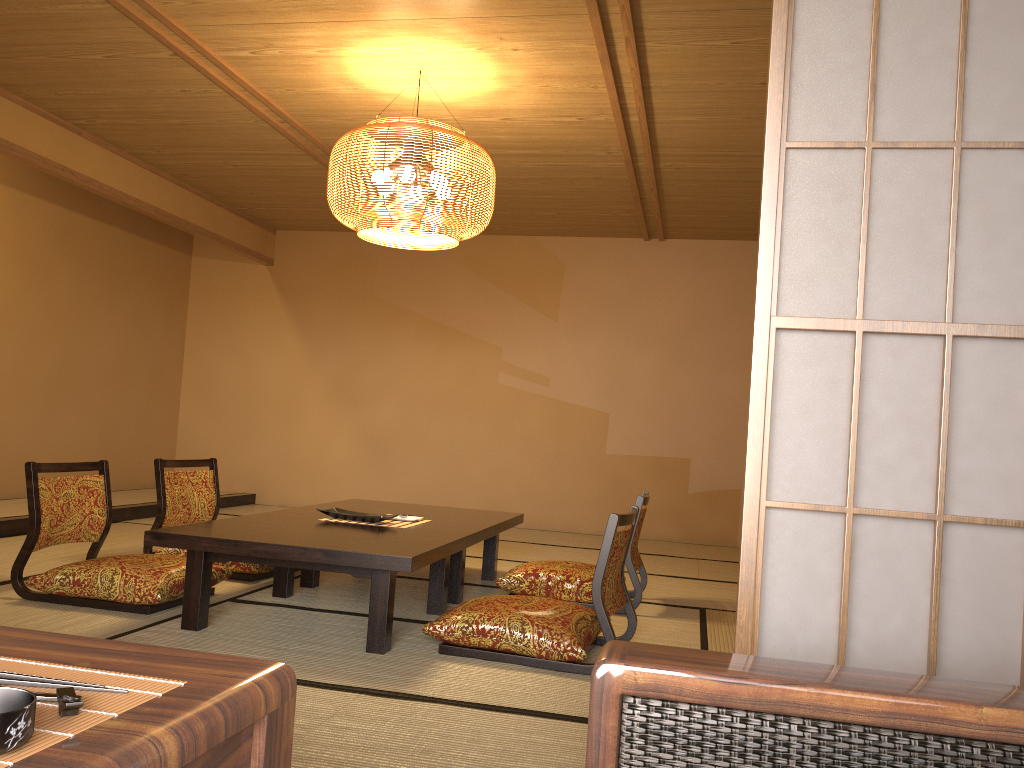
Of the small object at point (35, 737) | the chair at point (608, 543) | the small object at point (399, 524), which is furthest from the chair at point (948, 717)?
the small object at point (399, 524)

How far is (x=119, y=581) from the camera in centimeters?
340cm

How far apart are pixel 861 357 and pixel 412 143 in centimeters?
283cm

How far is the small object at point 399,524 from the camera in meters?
3.9 m

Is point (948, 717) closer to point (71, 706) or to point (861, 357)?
point (861, 357)

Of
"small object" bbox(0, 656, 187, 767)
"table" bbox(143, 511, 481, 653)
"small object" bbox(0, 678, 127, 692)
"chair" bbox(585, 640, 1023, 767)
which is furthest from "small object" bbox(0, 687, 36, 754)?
"table" bbox(143, 511, 481, 653)

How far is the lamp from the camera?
3.9 meters

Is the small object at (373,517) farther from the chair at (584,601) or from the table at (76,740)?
the table at (76,740)

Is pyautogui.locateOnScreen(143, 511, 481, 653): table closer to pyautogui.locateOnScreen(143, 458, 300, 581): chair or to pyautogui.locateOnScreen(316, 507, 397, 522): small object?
pyautogui.locateOnScreen(316, 507, 397, 522): small object

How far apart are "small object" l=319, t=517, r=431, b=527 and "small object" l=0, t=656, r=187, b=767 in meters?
2.9 m
